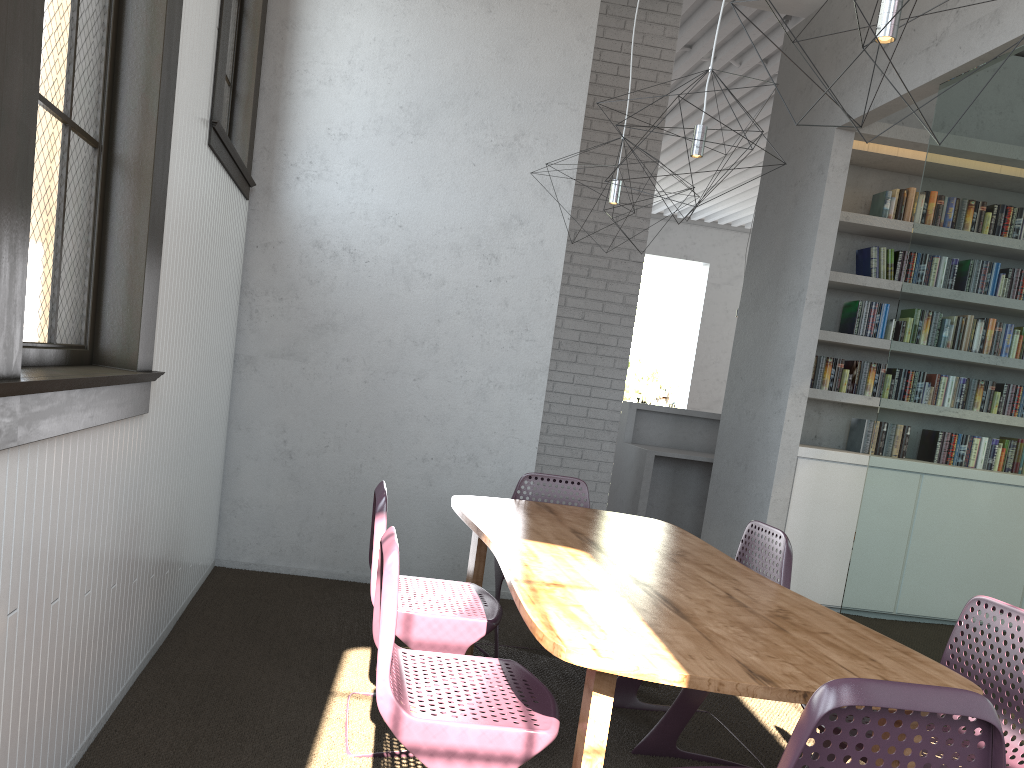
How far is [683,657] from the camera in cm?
170
